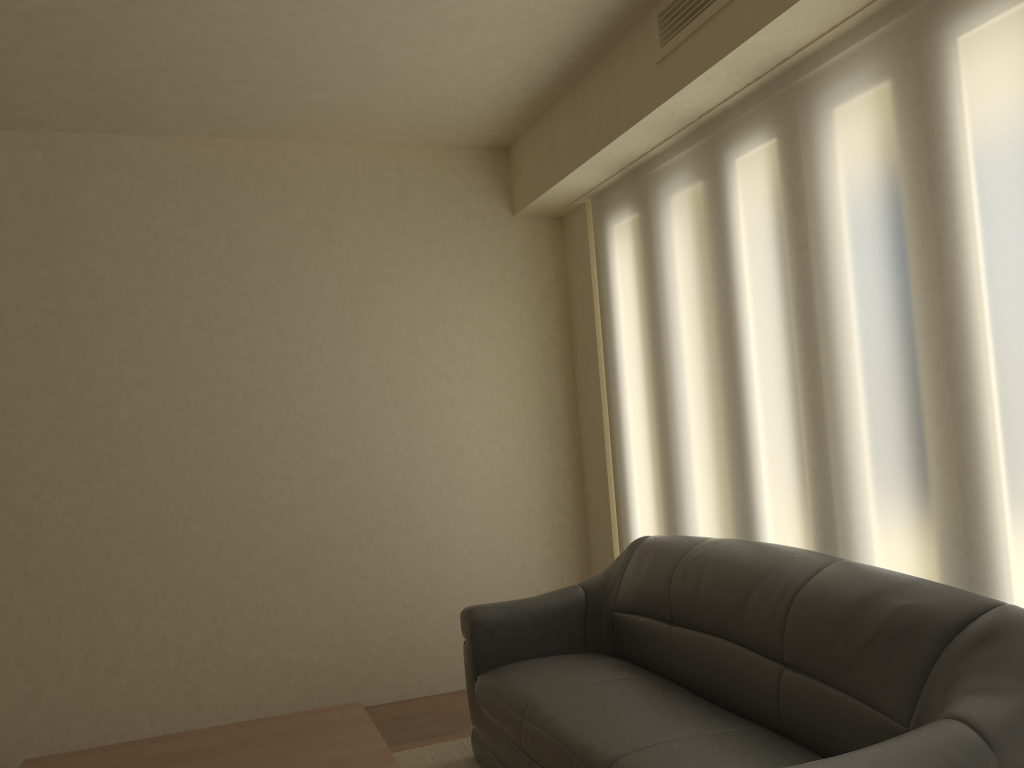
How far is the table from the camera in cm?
258

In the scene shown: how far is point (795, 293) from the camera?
3.2m

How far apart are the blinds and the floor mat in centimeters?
126cm

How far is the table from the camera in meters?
2.6

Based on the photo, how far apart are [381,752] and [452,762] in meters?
1.3

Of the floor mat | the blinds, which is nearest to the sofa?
the floor mat

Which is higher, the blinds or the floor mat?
the blinds

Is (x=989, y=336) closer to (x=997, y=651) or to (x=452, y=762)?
(x=997, y=651)

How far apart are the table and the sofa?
0.53m

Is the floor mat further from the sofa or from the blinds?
the blinds
